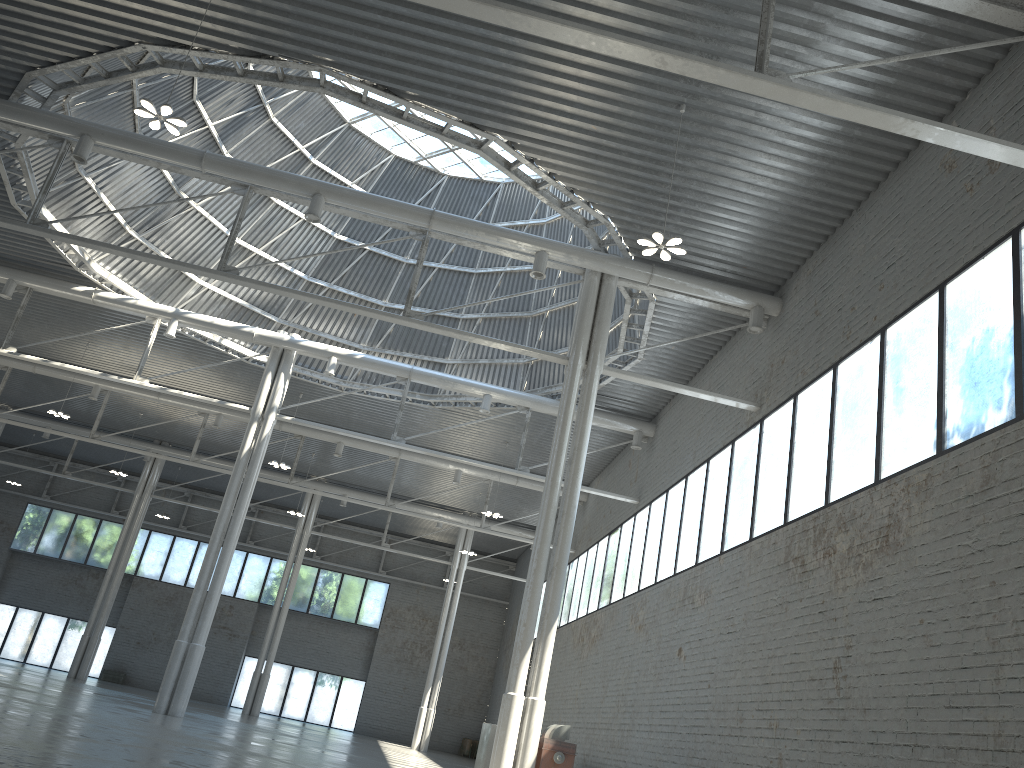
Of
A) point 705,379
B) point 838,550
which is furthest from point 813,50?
point 705,379
